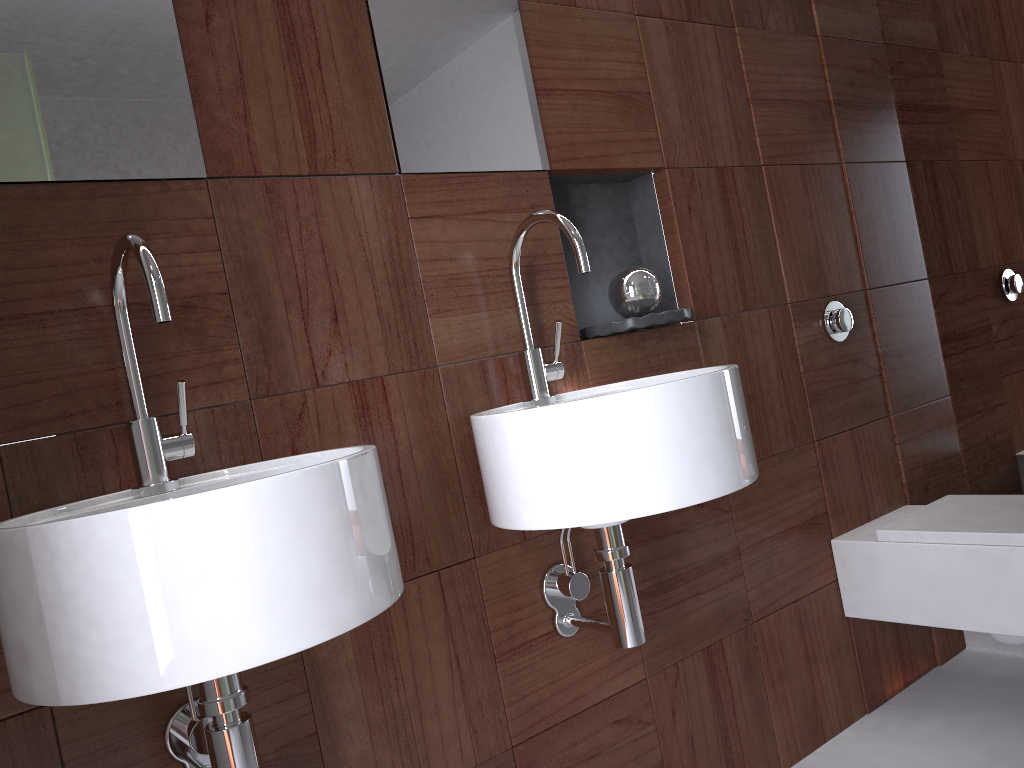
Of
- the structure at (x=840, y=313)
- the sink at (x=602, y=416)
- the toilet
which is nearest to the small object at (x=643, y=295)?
the sink at (x=602, y=416)

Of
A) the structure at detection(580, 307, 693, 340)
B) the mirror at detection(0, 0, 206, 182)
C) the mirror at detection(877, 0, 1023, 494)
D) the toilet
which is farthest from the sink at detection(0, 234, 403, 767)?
the mirror at detection(877, 0, 1023, 494)

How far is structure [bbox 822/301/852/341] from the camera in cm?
206

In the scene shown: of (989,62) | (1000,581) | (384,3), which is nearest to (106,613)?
(384,3)

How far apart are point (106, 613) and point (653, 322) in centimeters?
108cm

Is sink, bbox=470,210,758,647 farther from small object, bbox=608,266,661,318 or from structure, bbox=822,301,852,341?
structure, bbox=822,301,852,341

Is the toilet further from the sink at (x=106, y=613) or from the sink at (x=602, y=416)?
the sink at (x=106, y=613)

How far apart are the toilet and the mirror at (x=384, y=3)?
1.06m

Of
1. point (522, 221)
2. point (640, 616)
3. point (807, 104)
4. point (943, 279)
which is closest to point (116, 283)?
point (522, 221)

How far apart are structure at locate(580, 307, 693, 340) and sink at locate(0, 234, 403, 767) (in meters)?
0.67
